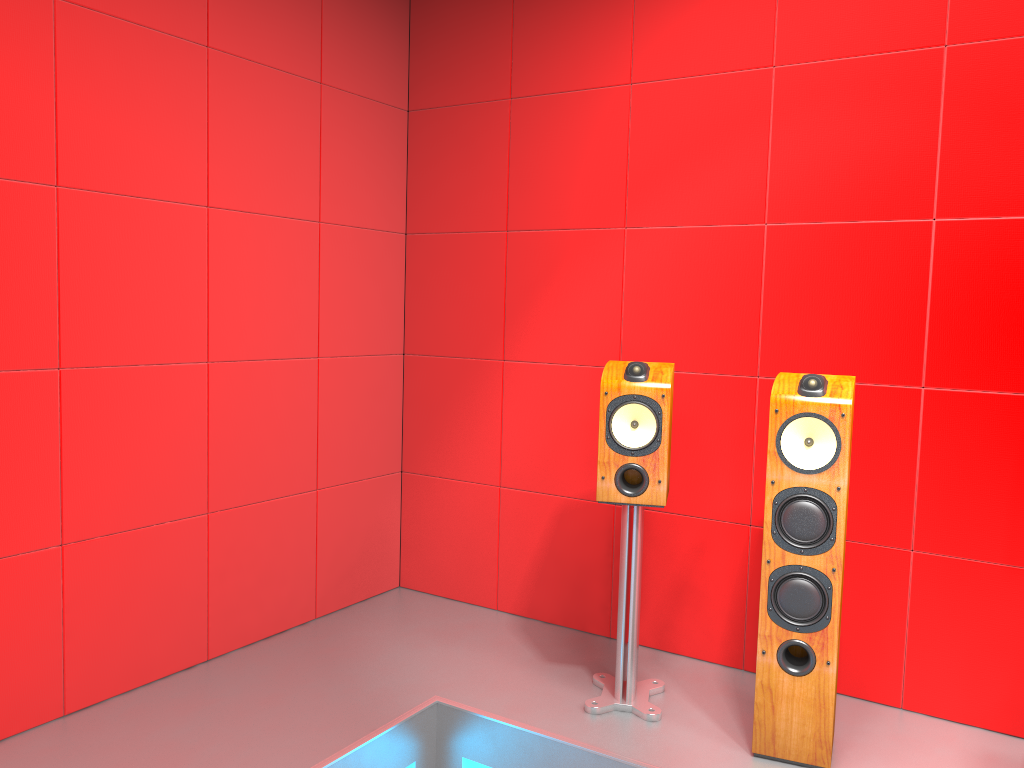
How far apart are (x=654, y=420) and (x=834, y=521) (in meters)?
0.56

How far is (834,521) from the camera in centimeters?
230cm

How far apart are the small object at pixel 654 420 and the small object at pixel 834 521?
0.30m

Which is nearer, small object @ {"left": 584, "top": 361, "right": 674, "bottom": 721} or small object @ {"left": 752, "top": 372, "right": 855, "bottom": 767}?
small object @ {"left": 752, "top": 372, "right": 855, "bottom": 767}

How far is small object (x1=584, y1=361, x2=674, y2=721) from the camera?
2.6m

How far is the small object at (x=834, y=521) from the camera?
2.3m

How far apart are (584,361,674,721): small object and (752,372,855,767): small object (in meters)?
0.30

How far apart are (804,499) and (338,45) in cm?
231

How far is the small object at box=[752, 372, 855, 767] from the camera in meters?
2.3

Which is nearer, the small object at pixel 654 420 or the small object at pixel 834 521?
the small object at pixel 834 521
